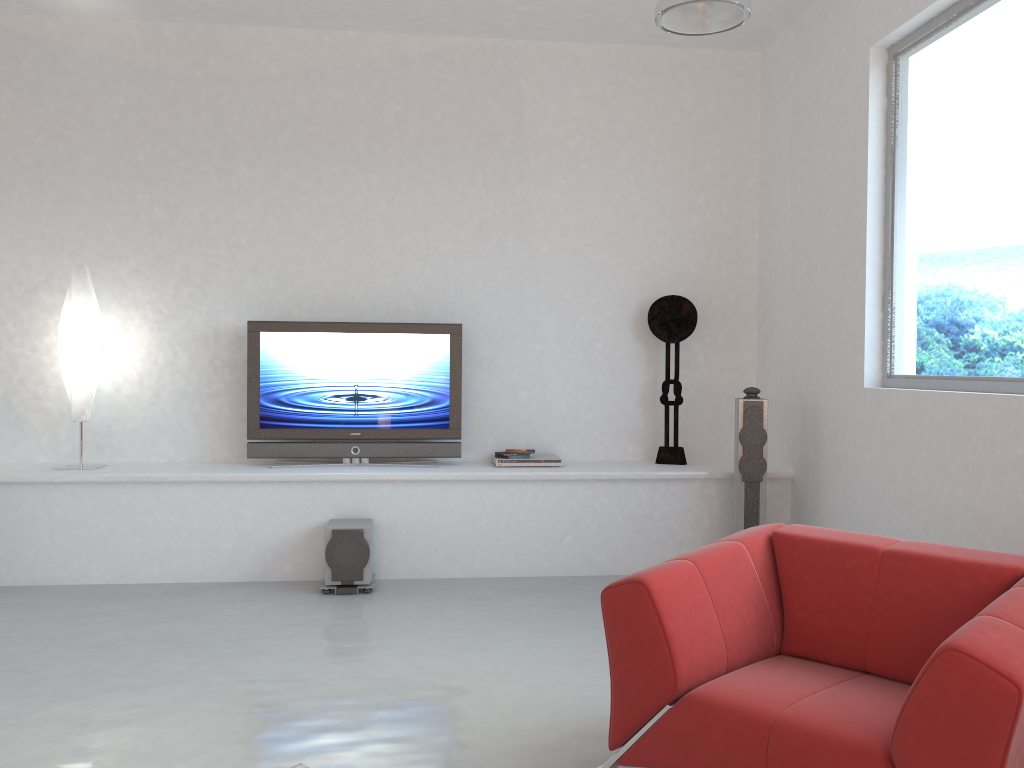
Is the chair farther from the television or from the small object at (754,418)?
the television

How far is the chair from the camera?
2.0 meters

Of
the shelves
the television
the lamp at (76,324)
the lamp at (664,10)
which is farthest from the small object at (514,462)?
the lamp at (664,10)

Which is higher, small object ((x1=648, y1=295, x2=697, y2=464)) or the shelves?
small object ((x1=648, y1=295, x2=697, y2=464))

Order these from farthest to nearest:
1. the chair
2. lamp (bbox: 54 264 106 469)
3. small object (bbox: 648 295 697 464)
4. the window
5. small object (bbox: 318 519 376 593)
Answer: small object (bbox: 648 295 697 464) < lamp (bbox: 54 264 106 469) < small object (bbox: 318 519 376 593) < the window < the chair

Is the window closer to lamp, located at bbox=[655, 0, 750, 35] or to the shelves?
the shelves

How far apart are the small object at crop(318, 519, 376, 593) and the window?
2.9 meters

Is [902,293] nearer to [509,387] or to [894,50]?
[894,50]

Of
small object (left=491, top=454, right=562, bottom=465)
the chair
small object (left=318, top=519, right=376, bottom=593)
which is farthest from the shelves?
the chair

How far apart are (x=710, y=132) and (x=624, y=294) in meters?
1.3 m
